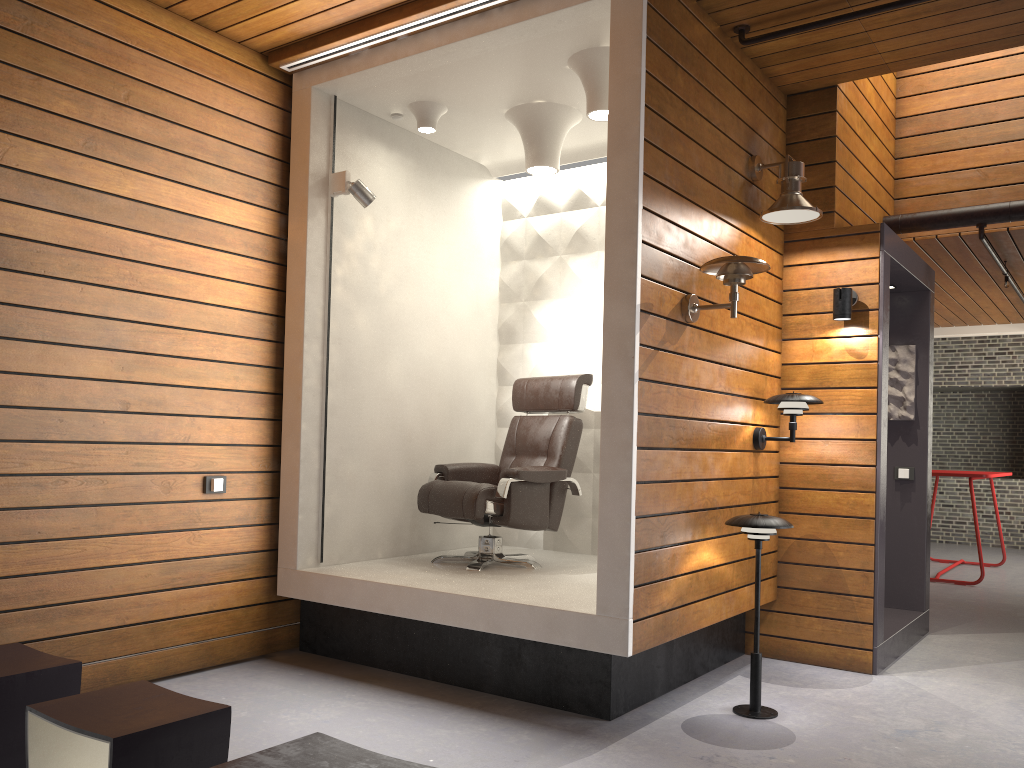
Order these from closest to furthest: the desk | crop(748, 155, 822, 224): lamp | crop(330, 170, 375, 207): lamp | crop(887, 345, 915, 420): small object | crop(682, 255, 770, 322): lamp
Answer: crop(682, 255, 770, 322): lamp
crop(748, 155, 822, 224): lamp
crop(330, 170, 375, 207): lamp
crop(887, 345, 915, 420): small object
the desk

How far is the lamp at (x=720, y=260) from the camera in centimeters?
360cm

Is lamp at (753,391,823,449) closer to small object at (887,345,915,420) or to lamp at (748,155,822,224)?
lamp at (748,155,822,224)

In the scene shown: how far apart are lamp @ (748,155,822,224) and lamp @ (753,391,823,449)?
0.88m

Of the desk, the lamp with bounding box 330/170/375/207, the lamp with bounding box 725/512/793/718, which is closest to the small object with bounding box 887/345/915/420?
the lamp with bounding box 725/512/793/718

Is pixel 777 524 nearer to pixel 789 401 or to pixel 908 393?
pixel 789 401

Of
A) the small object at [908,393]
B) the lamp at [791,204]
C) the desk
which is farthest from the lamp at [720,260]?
the desk

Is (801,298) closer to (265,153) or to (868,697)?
(868,697)

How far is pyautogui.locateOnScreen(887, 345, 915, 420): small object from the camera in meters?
5.6

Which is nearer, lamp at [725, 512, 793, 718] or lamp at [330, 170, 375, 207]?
lamp at [725, 512, 793, 718]
